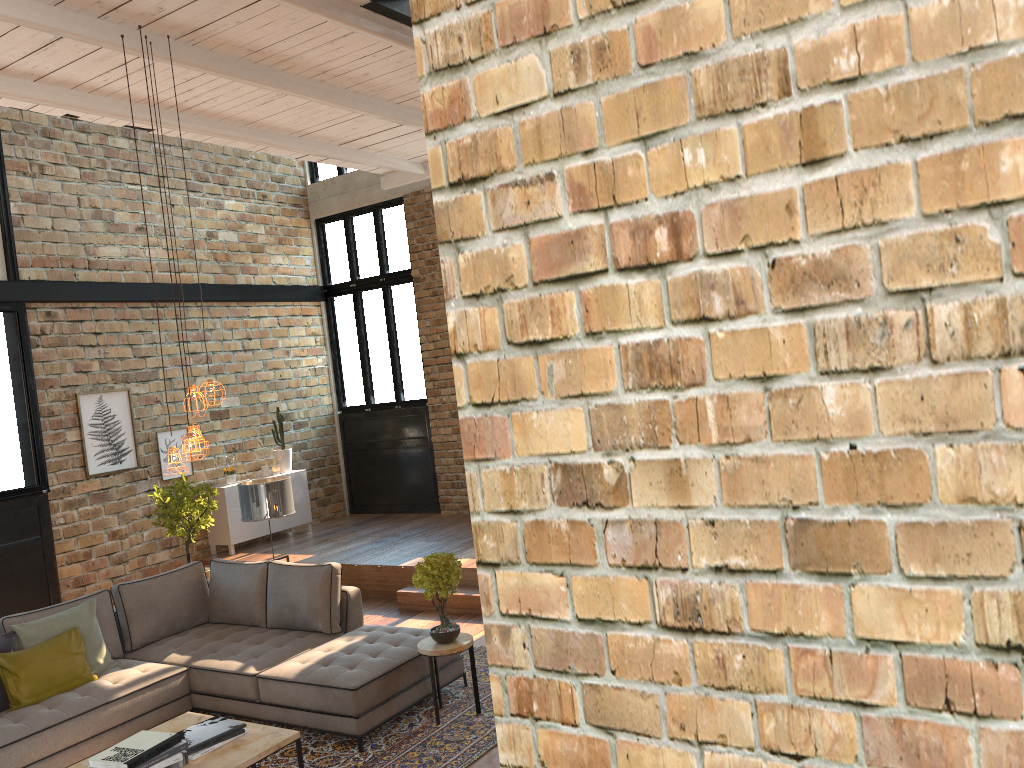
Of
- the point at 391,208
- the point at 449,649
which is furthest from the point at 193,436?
the point at 391,208

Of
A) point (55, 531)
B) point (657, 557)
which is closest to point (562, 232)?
point (657, 557)

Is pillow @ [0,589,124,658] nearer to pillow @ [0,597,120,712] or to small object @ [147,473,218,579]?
pillow @ [0,597,120,712]

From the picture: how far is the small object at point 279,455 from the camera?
11.1 meters

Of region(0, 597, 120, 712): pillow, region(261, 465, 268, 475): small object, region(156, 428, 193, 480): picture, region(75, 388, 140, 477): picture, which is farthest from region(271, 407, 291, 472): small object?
→ region(0, 597, 120, 712): pillow

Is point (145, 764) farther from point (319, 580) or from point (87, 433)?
point (87, 433)

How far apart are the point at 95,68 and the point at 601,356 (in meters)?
6.16

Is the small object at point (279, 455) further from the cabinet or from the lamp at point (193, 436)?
the lamp at point (193, 436)

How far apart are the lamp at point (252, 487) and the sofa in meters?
0.9 m

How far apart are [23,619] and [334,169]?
7.81m
